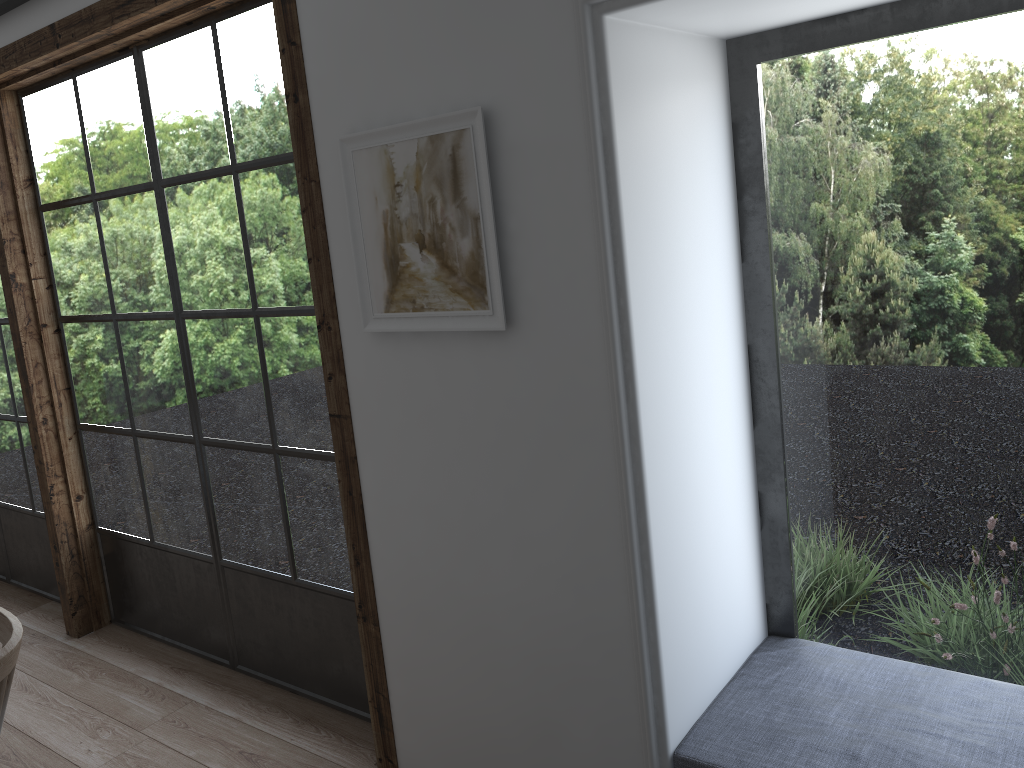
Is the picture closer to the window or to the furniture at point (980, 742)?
the window

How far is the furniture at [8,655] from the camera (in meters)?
1.59

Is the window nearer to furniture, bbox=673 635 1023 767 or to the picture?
the picture

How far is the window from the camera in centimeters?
246cm

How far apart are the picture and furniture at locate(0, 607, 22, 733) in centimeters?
95cm

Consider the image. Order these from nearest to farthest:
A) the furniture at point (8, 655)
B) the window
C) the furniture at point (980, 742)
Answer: the furniture at point (8, 655)
the furniture at point (980, 742)
the window

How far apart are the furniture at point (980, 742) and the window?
0.87m

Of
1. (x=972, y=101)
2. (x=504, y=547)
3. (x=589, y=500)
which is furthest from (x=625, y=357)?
(x=972, y=101)

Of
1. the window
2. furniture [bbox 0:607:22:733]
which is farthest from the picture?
furniture [bbox 0:607:22:733]

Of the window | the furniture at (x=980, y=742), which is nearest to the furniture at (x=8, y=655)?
the window
